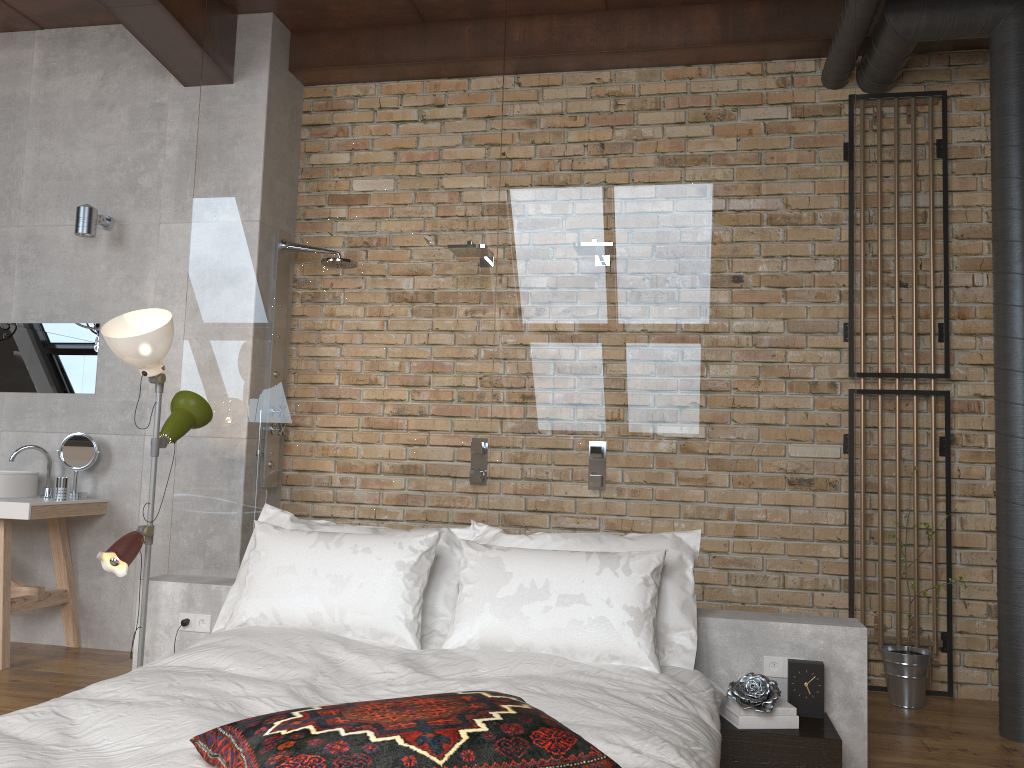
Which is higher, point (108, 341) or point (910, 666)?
point (108, 341)

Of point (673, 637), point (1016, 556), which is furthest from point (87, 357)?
point (1016, 556)

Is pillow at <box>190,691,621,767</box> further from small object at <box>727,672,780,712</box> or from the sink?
the sink

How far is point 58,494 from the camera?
4.35m

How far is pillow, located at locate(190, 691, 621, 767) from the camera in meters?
1.6

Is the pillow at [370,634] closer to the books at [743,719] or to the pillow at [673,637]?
the pillow at [673,637]

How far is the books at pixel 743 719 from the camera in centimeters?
284cm

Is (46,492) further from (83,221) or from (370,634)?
(370,634)

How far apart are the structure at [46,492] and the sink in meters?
0.1

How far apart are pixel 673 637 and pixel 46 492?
3.29m
